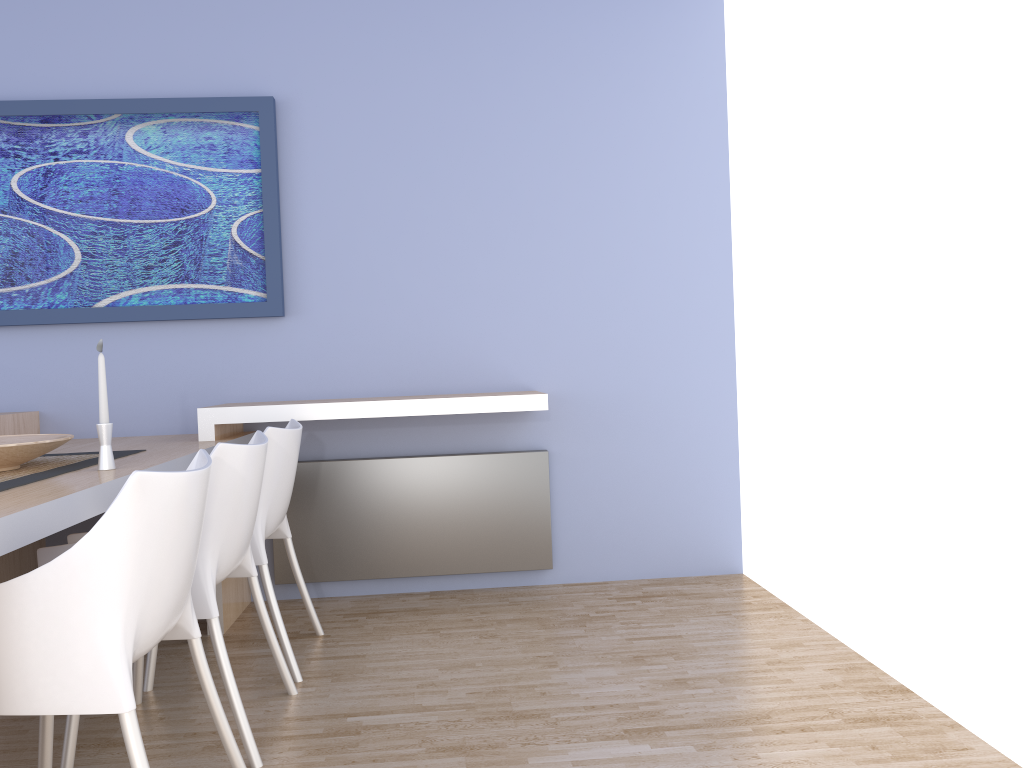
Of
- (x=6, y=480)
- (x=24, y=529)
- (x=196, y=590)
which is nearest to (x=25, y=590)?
(x=24, y=529)

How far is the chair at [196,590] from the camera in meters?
2.2 m

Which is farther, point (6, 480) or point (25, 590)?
point (6, 480)

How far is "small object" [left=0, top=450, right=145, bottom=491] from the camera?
2.2 meters

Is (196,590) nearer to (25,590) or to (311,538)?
(25,590)

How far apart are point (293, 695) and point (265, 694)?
0.09m

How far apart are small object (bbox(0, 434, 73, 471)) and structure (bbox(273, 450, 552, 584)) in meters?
1.2 m

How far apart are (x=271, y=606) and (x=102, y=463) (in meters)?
0.72

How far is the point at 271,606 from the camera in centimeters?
275cm

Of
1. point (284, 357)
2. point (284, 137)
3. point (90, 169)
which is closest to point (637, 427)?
point (284, 357)
